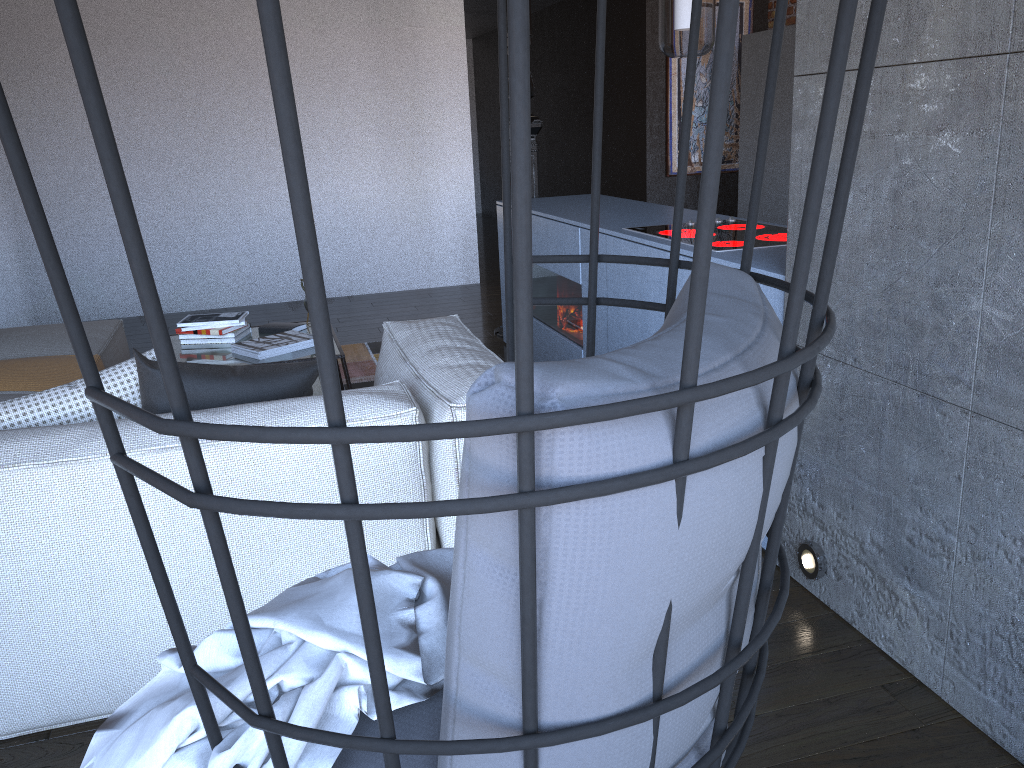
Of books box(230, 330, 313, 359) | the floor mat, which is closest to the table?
books box(230, 330, 313, 359)

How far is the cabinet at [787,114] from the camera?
6.2 meters

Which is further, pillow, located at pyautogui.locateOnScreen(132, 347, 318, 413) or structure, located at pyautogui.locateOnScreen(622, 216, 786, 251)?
structure, located at pyautogui.locateOnScreen(622, 216, 786, 251)

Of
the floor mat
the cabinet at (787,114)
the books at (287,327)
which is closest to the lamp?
the books at (287,327)

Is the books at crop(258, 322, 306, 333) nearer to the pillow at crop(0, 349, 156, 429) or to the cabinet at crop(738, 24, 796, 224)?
the pillow at crop(0, 349, 156, 429)

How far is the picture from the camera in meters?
7.3 m

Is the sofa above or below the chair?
below

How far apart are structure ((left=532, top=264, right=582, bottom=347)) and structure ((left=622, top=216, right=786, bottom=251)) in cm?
59

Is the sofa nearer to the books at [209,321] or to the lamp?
the books at [209,321]

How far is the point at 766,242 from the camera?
2.95m
